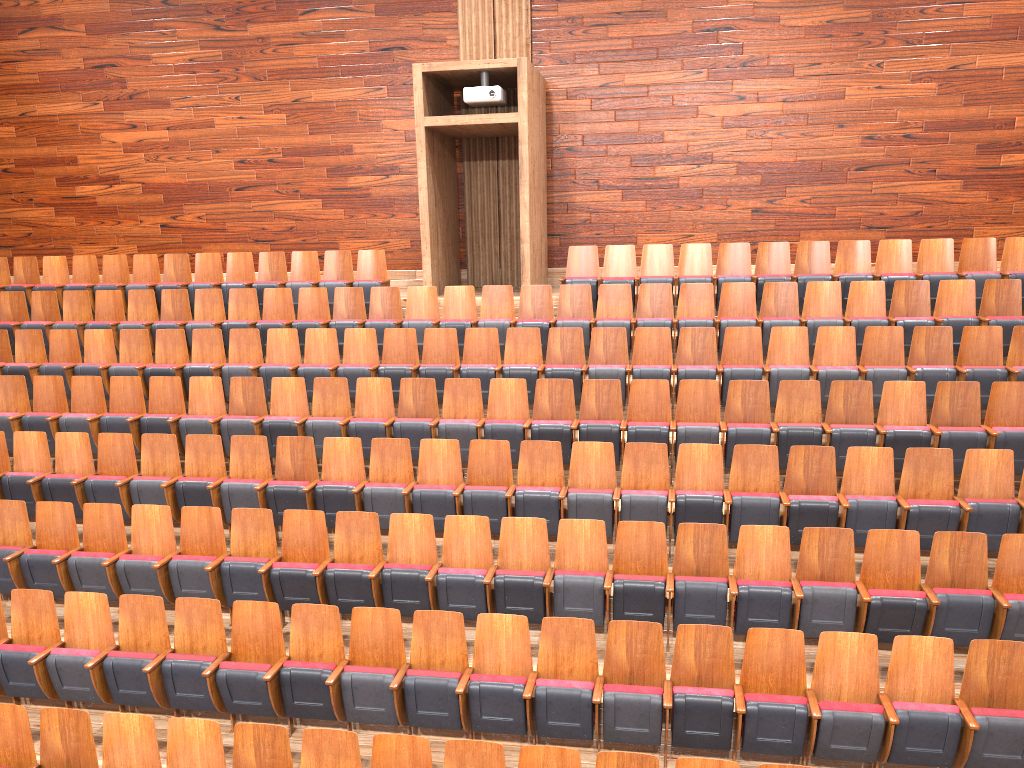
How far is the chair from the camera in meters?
0.5 m

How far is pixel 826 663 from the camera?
0.47m

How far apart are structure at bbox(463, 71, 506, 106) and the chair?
0.19m

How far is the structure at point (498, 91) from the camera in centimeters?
92cm

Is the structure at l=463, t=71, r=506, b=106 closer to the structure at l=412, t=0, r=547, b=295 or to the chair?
the structure at l=412, t=0, r=547, b=295

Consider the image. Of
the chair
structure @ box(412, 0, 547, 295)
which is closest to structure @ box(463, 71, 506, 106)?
structure @ box(412, 0, 547, 295)

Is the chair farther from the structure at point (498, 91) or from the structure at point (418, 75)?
the structure at point (498, 91)

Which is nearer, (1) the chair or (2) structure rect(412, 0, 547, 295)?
(1) the chair

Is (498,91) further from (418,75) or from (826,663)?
(826,663)

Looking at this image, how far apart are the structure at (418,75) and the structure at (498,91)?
0.0m
